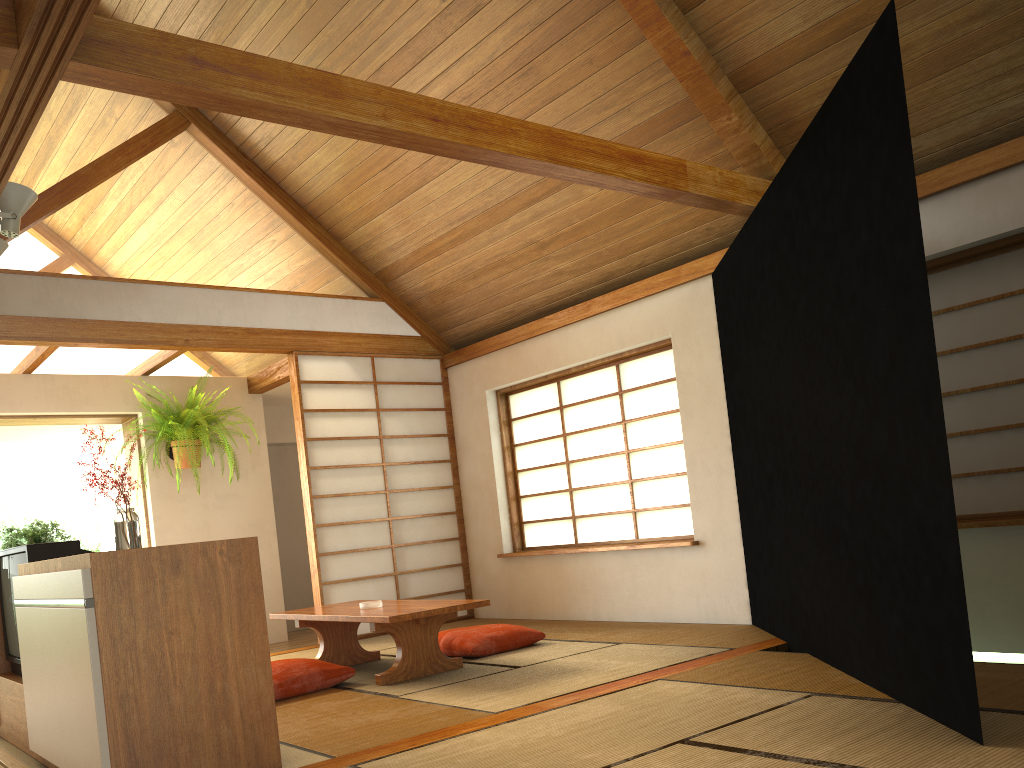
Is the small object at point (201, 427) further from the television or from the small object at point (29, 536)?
the television

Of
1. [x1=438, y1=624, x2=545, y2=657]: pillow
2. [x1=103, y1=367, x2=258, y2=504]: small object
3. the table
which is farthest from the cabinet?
[x1=103, y1=367, x2=258, y2=504]: small object

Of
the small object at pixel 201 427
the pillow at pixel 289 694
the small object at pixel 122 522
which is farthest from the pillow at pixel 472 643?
the small object at pixel 201 427

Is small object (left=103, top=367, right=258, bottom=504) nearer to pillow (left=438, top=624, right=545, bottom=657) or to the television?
pillow (left=438, top=624, right=545, bottom=657)

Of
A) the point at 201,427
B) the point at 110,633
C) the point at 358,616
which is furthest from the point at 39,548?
the point at 201,427

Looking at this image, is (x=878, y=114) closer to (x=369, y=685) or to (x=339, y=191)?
(x=369, y=685)

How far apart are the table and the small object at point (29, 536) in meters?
1.2

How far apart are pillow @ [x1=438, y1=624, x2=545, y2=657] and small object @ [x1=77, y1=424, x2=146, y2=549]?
1.9 meters

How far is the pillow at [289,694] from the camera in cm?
392

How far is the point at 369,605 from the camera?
4.4 meters
